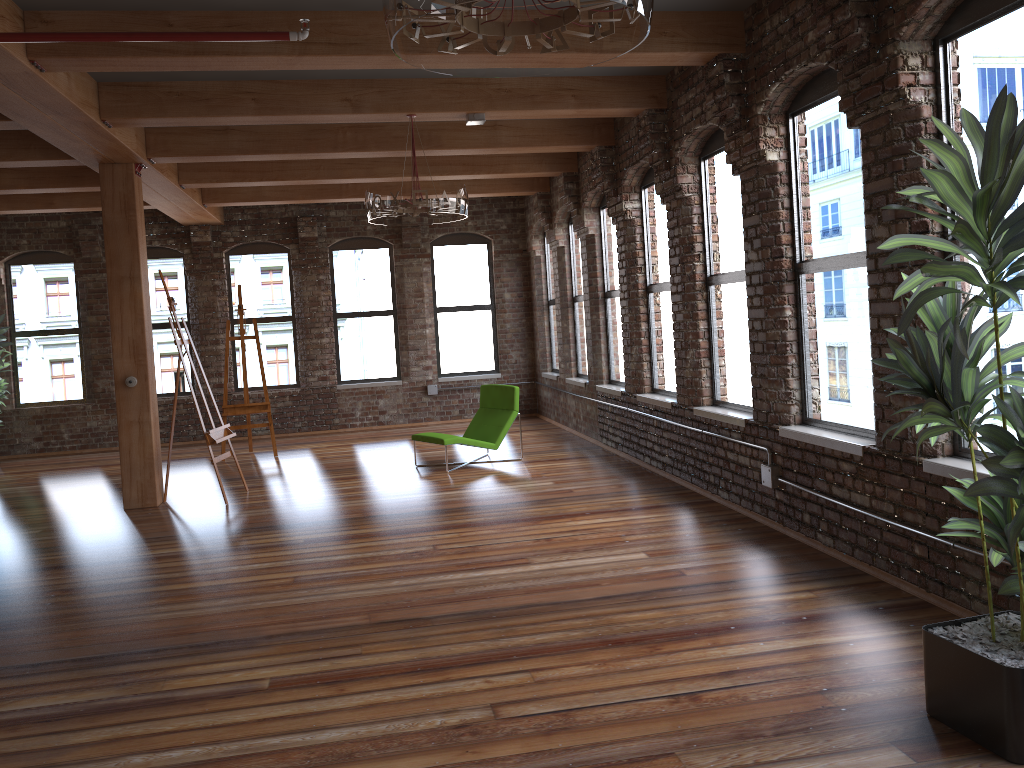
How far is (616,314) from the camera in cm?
966

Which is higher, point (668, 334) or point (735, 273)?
point (735, 273)

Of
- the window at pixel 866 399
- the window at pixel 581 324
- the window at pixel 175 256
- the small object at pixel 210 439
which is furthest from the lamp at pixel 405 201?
the window at pixel 175 256

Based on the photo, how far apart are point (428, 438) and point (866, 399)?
5.0m

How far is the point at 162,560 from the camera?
6.04m

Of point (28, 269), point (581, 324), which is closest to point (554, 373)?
point (581, 324)

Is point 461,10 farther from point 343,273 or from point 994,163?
point 343,273

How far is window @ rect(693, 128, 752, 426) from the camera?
6.6m

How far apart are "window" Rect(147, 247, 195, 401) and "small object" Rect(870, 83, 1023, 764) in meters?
11.2 m

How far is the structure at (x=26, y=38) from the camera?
4.4 meters
